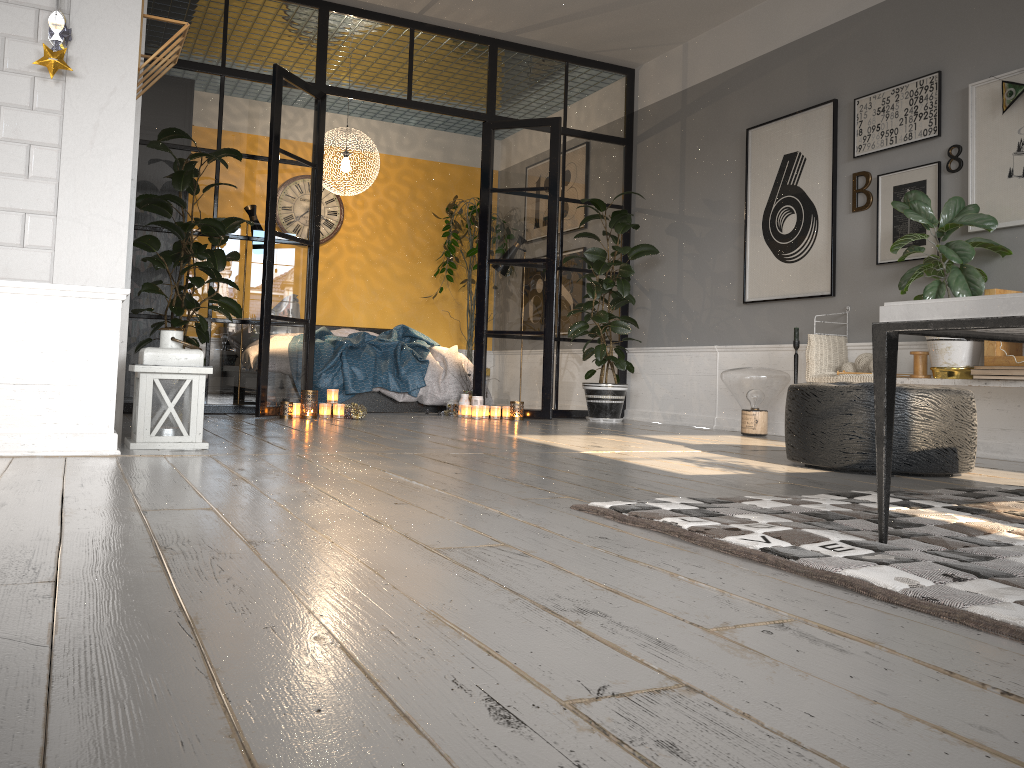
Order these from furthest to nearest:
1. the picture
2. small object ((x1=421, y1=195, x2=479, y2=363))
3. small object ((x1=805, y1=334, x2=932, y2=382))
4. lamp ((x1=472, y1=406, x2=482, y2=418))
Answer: small object ((x1=421, y1=195, x2=479, y2=363)) → lamp ((x1=472, y1=406, x2=482, y2=418)) → small object ((x1=805, y1=334, x2=932, y2=382)) → the picture

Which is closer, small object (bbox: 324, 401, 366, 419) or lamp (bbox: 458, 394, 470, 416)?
small object (bbox: 324, 401, 366, 419)

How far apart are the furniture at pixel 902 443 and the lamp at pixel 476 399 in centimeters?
331cm

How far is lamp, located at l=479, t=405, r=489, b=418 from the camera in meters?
6.6

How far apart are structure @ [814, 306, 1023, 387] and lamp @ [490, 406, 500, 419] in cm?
299

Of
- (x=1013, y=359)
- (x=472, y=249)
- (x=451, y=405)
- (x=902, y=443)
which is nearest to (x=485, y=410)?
(x=451, y=405)

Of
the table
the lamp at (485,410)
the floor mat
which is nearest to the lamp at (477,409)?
the lamp at (485,410)

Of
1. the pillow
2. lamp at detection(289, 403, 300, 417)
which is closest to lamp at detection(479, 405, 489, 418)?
lamp at detection(289, 403, 300, 417)

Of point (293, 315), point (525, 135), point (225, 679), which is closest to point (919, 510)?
point (225, 679)

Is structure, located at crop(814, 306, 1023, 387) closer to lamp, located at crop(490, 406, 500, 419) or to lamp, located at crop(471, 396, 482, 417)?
lamp, located at crop(490, 406, 500, 419)
